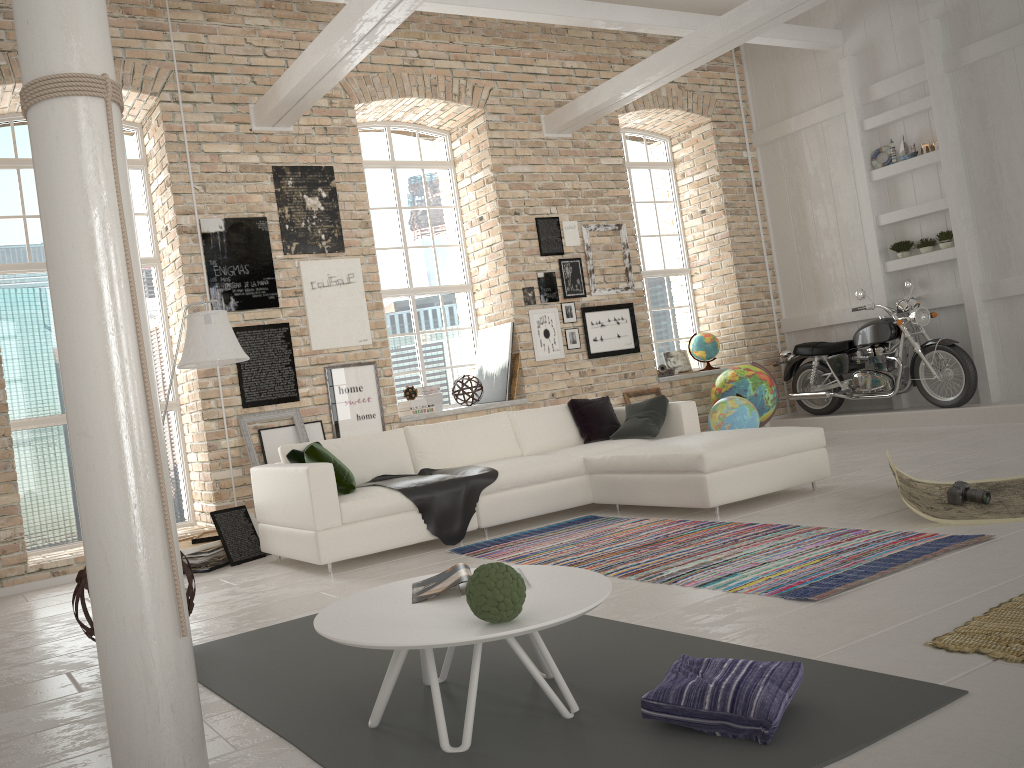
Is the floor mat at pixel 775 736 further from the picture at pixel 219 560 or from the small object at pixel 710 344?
the small object at pixel 710 344

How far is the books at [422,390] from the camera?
8.47m

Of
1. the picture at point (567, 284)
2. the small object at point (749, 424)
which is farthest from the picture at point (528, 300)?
the small object at point (749, 424)

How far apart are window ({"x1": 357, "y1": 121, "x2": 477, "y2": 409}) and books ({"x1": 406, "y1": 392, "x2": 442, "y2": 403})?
0.4m

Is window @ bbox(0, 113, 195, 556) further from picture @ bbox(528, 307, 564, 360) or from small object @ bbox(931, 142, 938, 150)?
small object @ bbox(931, 142, 938, 150)

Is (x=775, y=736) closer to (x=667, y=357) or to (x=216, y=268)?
(x=216, y=268)

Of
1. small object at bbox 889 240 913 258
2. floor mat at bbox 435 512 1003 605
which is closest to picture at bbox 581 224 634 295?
small object at bbox 889 240 913 258

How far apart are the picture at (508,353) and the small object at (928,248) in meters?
4.3

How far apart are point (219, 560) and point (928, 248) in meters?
7.6

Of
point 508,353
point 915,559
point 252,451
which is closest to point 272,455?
point 252,451
